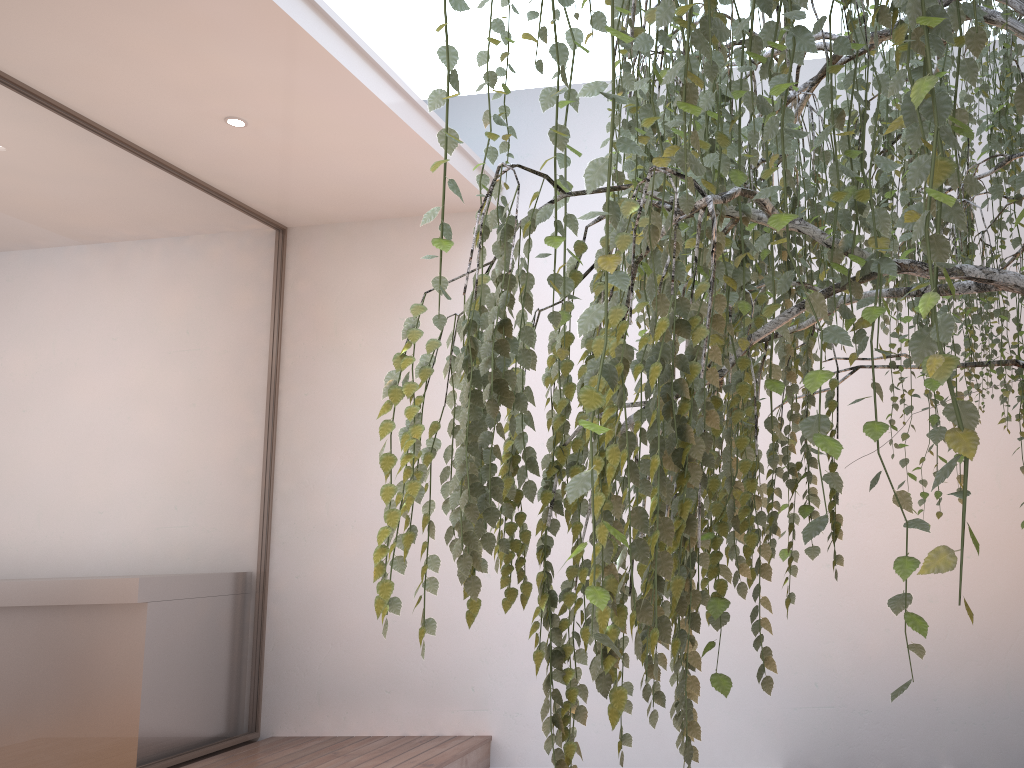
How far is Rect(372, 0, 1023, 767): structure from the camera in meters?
0.7

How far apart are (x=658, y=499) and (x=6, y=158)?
3.40m

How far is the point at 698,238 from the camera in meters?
1.0

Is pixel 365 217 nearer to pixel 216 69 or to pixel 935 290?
pixel 216 69

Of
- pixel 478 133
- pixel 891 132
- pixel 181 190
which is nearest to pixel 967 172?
pixel 891 132

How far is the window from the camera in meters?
3.3 m

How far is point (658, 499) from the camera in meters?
0.7

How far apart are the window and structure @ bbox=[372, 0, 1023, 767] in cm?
250

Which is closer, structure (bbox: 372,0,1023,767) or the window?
structure (bbox: 372,0,1023,767)

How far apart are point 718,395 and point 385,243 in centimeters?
340cm
